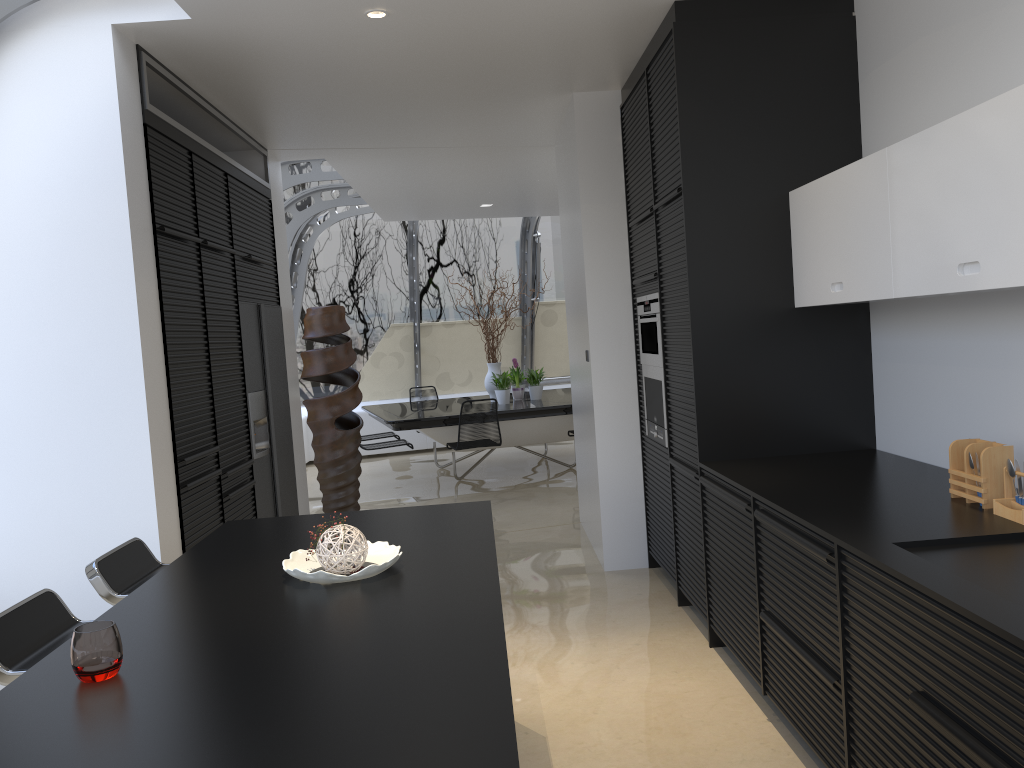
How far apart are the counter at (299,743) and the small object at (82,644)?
0.0m

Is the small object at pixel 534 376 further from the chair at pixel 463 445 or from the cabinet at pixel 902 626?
the cabinet at pixel 902 626

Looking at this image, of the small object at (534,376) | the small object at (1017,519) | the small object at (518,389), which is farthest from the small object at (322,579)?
the small object at (518,389)

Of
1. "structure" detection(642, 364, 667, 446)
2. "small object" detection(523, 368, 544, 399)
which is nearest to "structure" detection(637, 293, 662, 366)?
"structure" detection(642, 364, 667, 446)

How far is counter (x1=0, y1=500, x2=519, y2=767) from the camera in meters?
1.4 m

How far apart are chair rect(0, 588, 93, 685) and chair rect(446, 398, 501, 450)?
5.8m

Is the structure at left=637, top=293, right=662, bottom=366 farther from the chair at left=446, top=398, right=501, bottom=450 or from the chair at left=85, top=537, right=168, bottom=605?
the chair at left=446, top=398, right=501, bottom=450

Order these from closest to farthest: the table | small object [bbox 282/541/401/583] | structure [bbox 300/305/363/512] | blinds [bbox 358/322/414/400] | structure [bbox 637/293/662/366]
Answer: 1. small object [bbox 282/541/401/583]
2. structure [bbox 637/293/662/366]
3. structure [bbox 300/305/363/512]
4. the table
5. blinds [bbox 358/322/414/400]

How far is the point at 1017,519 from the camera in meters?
2.5

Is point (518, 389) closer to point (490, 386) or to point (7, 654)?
point (490, 386)
